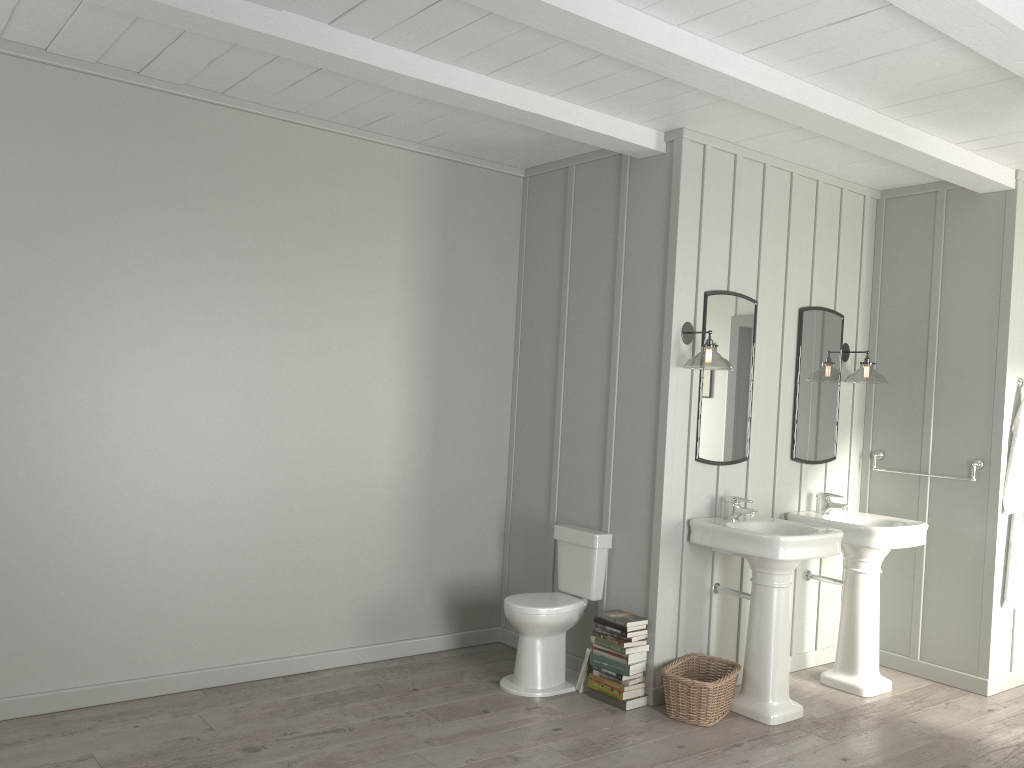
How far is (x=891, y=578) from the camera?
5.2m

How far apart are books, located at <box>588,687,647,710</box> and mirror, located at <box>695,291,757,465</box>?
1.2m

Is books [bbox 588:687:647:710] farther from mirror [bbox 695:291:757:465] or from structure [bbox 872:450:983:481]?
structure [bbox 872:450:983:481]

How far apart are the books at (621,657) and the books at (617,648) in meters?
0.0

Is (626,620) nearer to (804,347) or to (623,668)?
(623,668)

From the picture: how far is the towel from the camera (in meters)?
4.80

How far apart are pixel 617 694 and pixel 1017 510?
2.45m

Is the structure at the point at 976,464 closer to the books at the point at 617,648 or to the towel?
the towel

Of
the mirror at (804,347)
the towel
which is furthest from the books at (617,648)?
the towel

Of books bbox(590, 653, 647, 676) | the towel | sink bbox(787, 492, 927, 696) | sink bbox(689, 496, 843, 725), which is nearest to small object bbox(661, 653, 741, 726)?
sink bbox(689, 496, 843, 725)
